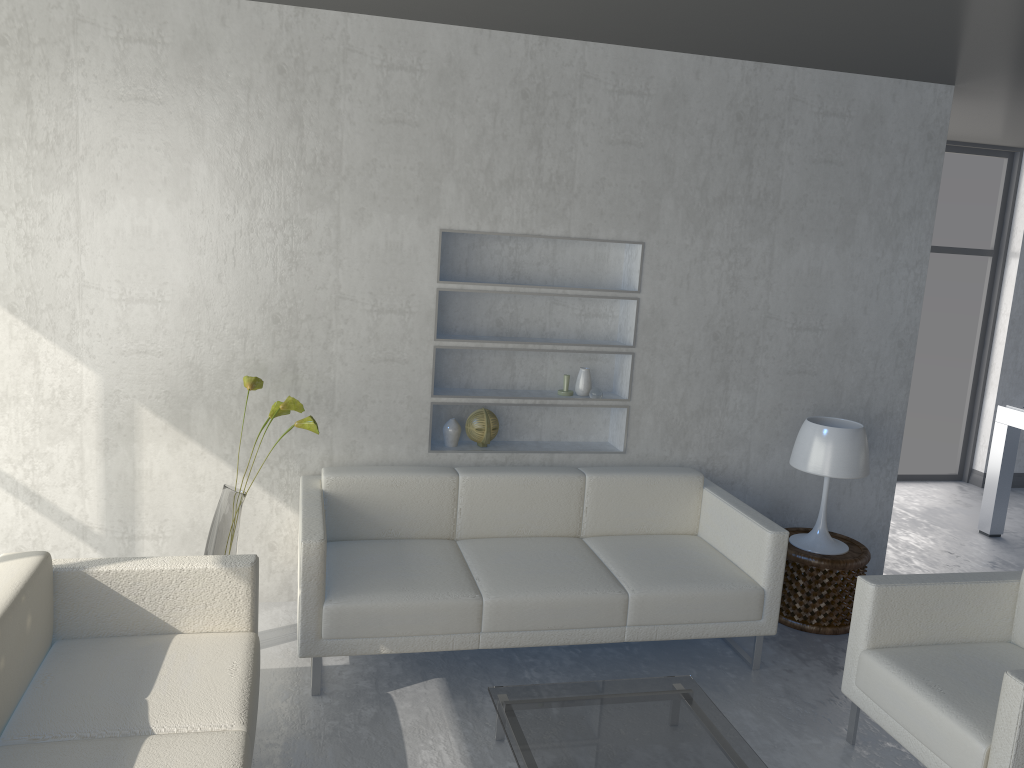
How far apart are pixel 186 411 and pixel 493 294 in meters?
1.4

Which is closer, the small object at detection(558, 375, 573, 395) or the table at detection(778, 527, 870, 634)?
the table at detection(778, 527, 870, 634)

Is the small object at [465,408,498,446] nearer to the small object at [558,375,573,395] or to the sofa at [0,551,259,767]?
the small object at [558,375,573,395]

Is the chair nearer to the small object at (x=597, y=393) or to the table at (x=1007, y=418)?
the small object at (x=597, y=393)

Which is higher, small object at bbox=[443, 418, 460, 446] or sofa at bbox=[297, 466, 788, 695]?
small object at bbox=[443, 418, 460, 446]

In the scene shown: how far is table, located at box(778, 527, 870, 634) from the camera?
Result: 3.9m

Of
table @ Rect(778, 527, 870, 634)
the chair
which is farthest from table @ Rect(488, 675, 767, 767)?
table @ Rect(778, 527, 870, 634)

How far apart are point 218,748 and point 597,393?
2.38m

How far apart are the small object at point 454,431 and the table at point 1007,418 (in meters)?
3.50

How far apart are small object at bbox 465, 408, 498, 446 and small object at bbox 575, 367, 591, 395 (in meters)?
0.42
